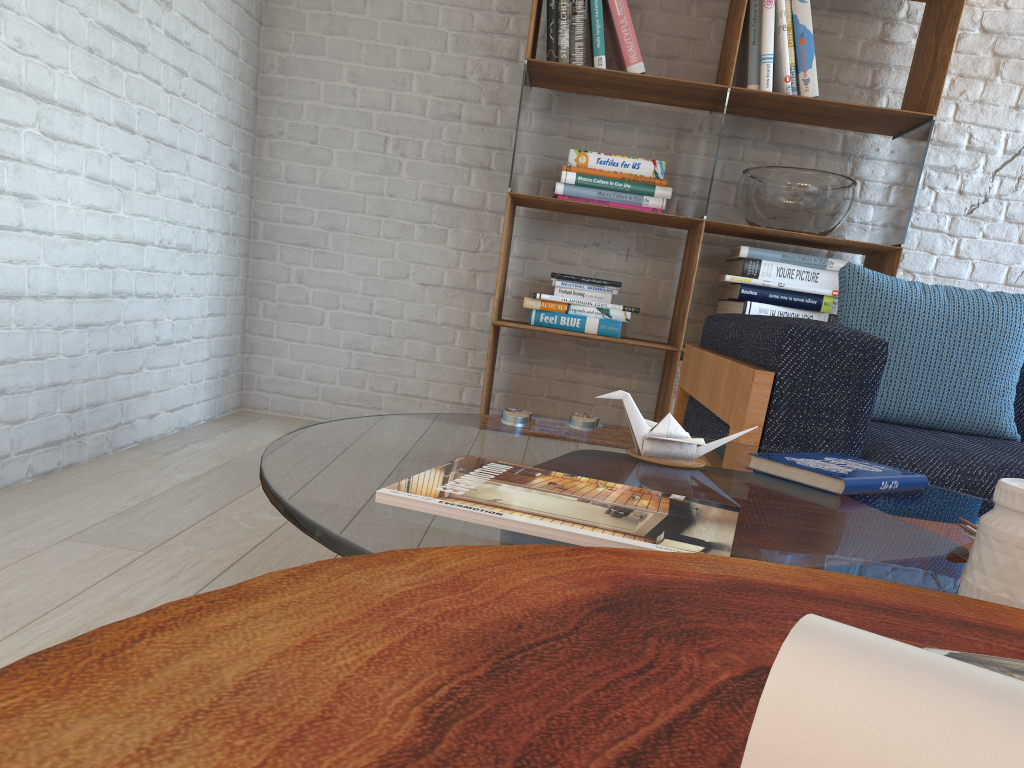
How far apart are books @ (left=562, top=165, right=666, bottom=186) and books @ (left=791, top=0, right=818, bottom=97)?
0.55m

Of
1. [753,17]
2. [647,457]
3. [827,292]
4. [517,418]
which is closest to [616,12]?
[753,17]

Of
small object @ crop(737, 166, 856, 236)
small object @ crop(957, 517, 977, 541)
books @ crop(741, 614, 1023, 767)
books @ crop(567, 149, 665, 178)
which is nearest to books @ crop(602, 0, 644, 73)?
books @ crop(567, 149, 665, 178)

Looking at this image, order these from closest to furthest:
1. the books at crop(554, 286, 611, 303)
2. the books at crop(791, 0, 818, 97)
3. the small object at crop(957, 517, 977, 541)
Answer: the small object at crop(957, 517, 977, 541)
the books at crop(791, 0, 818, 97)
the books at crop(554, 286, 611, 303)

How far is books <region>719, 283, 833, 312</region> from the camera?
3.1m

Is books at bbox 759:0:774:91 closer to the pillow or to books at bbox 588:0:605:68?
books at bbox 588:0:605:68

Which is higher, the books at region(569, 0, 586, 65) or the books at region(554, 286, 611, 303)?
the books at region(569, 0, 586, 65)

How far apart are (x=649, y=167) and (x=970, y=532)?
2.32m

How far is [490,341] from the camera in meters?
3.1 m

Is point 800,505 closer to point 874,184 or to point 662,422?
point 662,422
